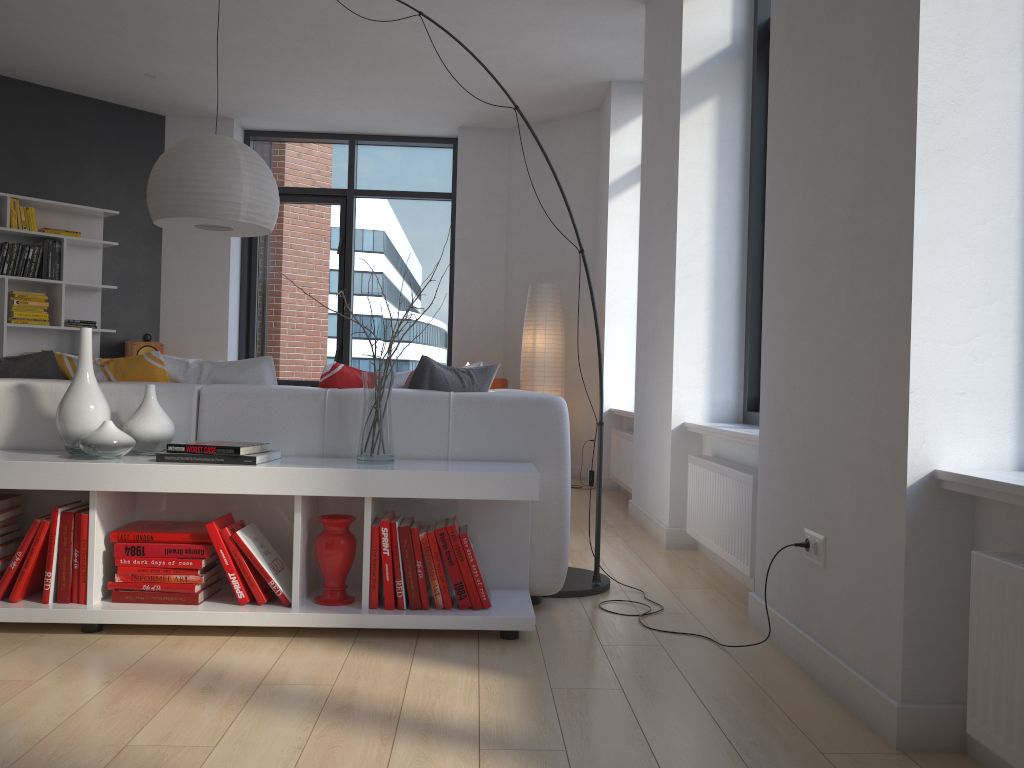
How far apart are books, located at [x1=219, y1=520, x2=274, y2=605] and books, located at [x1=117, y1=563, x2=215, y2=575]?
0.1m

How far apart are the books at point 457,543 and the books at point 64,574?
1.1m

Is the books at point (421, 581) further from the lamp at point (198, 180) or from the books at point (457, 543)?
the lamp at point (198, 180)

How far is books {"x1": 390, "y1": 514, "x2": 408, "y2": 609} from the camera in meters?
2.6

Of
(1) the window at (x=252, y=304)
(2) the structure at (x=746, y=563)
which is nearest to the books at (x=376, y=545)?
(2) the structure at (x=746, y=563)

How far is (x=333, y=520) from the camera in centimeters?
265cm

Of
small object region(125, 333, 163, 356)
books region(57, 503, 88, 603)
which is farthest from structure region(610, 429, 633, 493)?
small object region(125, 333, 163, 356)

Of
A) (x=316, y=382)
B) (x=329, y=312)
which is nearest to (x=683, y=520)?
(x=316, y=382)

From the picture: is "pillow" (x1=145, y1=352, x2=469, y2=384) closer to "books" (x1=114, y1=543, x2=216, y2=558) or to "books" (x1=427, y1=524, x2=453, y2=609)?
"books" (x1=114, y1=543, x2=216, y2=558)

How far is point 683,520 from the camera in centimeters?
420cm
